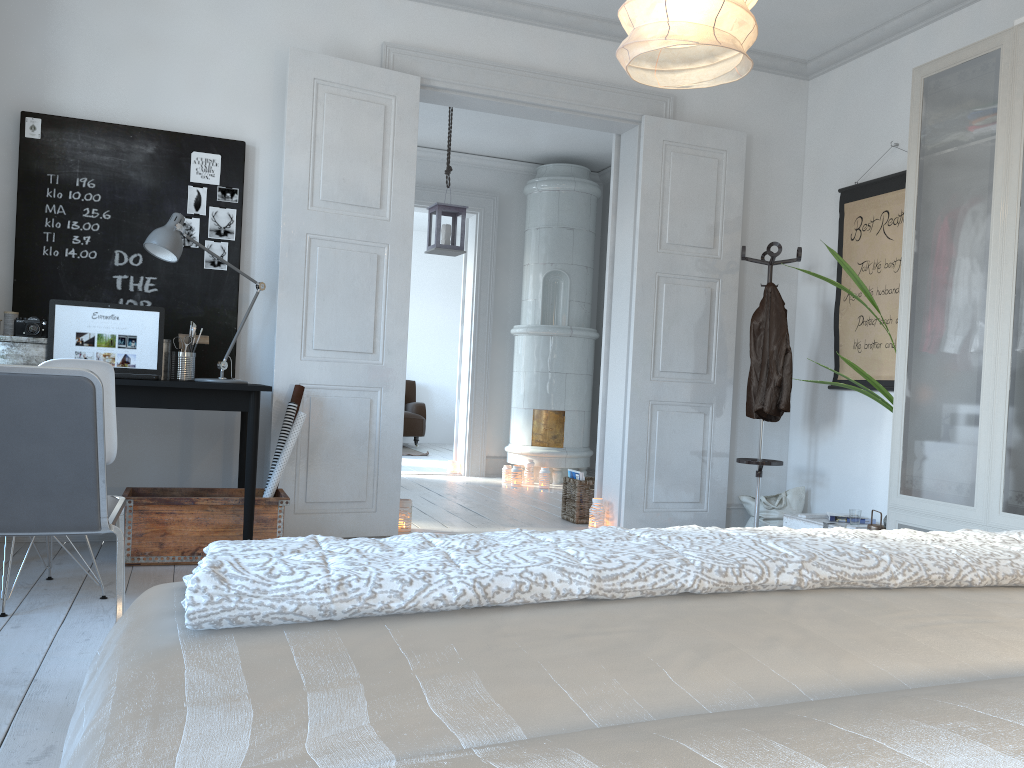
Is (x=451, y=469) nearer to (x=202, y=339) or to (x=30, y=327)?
(x=202, y=339)

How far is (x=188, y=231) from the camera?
4.2m

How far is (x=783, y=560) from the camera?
1.1m

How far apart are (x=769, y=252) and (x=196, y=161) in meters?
3.0 m

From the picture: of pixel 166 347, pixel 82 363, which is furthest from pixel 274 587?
pixel 166 347

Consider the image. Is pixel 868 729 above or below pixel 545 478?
above

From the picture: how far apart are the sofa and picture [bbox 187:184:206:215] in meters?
6.7 m

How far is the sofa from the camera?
10.8m

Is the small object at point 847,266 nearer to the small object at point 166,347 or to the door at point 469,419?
the small object at point 166,347

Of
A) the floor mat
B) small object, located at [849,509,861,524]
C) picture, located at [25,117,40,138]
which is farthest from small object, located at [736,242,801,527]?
the floor mat
